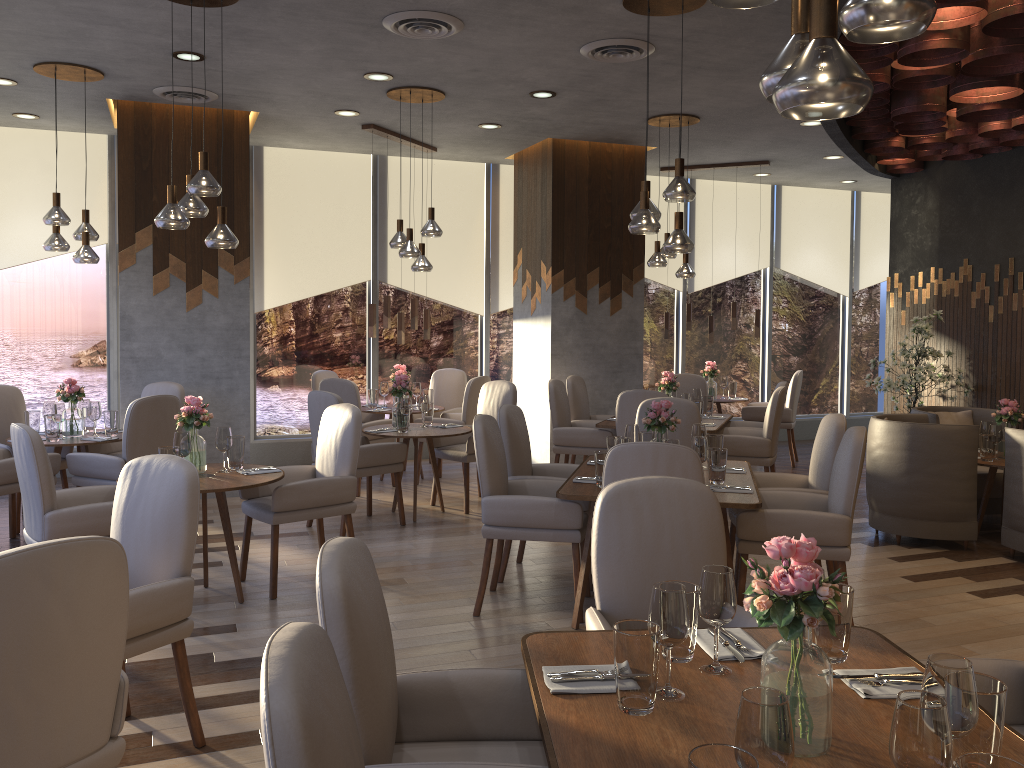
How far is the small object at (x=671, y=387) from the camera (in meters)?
7.48

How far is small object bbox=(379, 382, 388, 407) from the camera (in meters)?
8.33

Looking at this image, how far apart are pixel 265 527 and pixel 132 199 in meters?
2.9 m

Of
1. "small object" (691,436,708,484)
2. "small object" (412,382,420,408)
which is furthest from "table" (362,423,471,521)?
"small object" (691,436,708,484)

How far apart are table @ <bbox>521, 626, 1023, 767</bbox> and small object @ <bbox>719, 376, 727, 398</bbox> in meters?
7.4 m

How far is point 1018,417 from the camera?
6.1m

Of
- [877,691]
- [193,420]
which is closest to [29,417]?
[193,420]

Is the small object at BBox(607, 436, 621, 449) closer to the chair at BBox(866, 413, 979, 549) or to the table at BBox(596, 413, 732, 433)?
the table at BBox(596, 413, 732, 433)

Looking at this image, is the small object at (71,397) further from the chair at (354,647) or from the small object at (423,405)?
the chair at (354,647)

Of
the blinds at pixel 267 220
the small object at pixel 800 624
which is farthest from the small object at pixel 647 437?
the blinds at pixel 267 220
